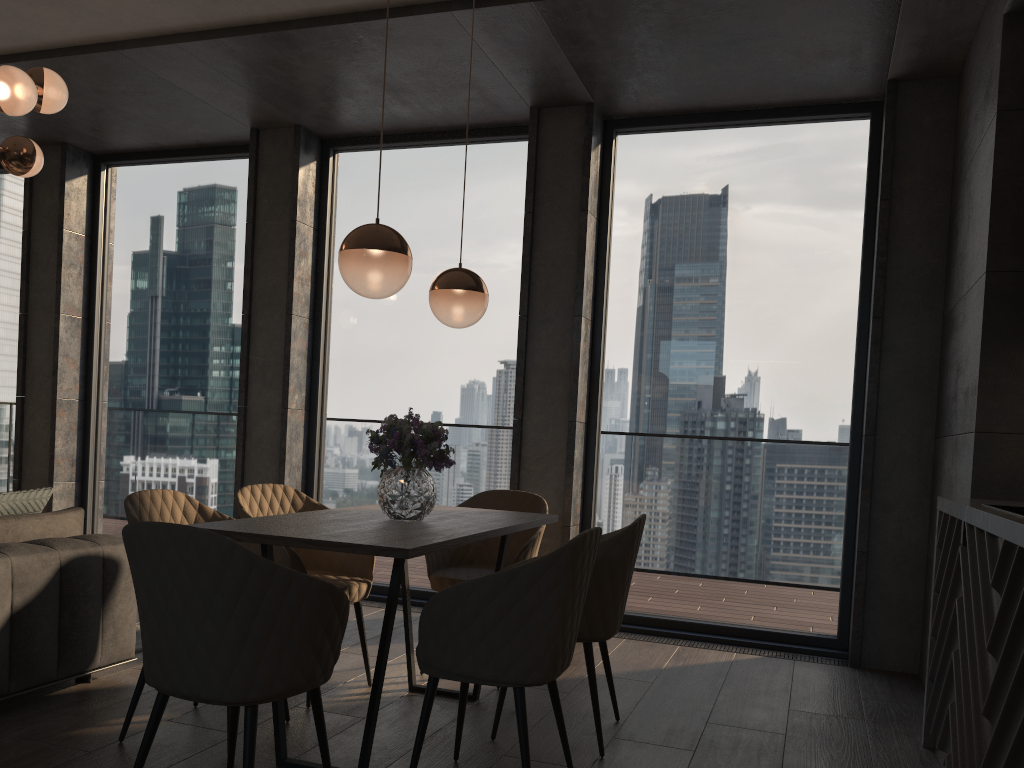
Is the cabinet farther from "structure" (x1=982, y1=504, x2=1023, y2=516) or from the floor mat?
the floor mat

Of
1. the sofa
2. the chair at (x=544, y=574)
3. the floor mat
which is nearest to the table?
the chair at (x=544, y=574)

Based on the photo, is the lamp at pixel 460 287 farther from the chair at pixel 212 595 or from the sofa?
the sofa

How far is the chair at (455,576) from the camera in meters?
3.9 m

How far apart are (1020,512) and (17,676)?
3.3 meters

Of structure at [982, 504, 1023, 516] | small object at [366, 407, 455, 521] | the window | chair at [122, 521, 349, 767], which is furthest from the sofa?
structure at [982, 504, 1023, 516]

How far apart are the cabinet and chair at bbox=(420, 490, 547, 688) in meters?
1.6 m

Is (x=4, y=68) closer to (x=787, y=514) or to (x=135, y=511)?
(x=135, y=511)

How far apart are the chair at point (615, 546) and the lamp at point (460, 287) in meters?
1.0 m

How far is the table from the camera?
2.48m
